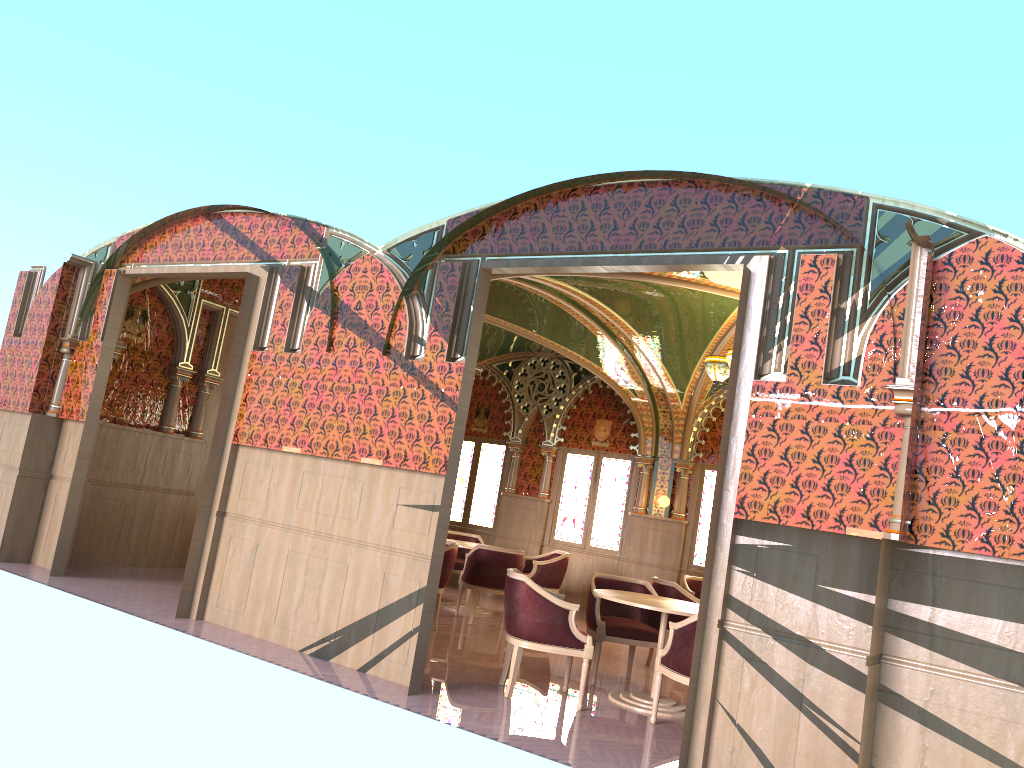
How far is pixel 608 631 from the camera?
7.25m

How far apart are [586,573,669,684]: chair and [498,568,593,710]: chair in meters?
0.5 m

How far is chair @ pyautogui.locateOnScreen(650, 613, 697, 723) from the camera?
5.8m

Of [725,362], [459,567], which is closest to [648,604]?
[725,362]

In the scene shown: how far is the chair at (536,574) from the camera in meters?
10.7

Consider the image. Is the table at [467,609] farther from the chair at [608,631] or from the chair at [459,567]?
the chair at [608,631]

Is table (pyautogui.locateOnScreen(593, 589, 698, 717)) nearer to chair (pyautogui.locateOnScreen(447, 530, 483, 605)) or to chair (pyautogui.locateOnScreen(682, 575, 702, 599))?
chair (pyautogui.locateOnScreen(682, 575, 702, 599))

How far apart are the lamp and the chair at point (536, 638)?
2.68m

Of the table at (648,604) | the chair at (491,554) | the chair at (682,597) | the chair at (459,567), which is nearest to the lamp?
the chair at (682,597)

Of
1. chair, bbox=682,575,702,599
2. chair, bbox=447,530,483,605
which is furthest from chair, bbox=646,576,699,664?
chair, bbox=447,530,483,605
